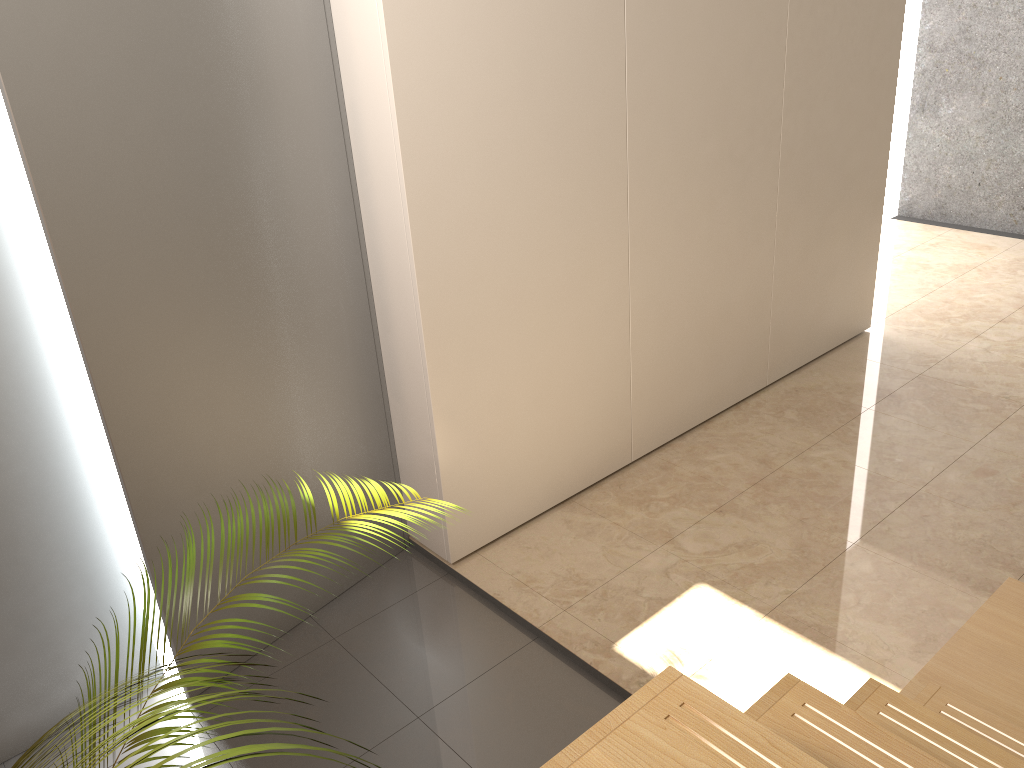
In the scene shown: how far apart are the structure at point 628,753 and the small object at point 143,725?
0.41m

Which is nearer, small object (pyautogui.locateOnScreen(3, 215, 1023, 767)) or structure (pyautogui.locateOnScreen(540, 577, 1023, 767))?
small object (pyautogui.locateOnScreen(3, 215, 1023, 767))

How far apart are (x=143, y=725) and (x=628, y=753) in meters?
0.5

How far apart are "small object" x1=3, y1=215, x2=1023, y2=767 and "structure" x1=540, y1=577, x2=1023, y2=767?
0.41m

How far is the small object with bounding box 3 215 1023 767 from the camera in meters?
0.5 m

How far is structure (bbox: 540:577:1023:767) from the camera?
0.88m

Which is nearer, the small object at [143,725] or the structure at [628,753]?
the small object at [143,725]

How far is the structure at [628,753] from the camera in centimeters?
88cm
